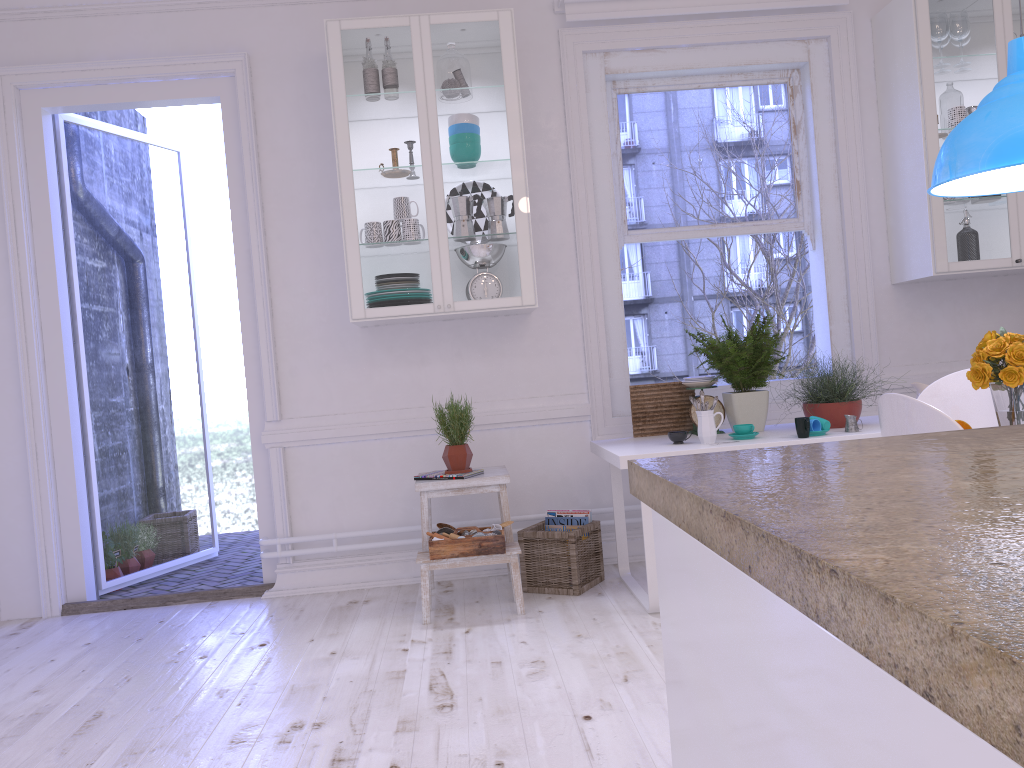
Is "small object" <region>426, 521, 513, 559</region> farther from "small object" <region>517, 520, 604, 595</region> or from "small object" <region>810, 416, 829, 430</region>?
"small object" <region>810, 416, 829, 430</region>

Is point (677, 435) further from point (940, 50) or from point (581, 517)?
point (940, 50)

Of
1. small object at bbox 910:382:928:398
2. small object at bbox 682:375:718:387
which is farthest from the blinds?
small object at bbox 910:382:928:398

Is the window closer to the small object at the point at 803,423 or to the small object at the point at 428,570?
the small object at the point at 428,570

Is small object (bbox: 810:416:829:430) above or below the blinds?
below

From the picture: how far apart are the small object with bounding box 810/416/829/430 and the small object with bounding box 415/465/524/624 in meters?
1.3

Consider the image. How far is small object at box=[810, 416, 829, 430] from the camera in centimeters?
343cm

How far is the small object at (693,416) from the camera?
3.87m

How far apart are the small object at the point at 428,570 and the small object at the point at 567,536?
0.1 meters

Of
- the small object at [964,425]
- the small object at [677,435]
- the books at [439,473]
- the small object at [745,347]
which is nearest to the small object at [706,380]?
the small object at [745,347]
